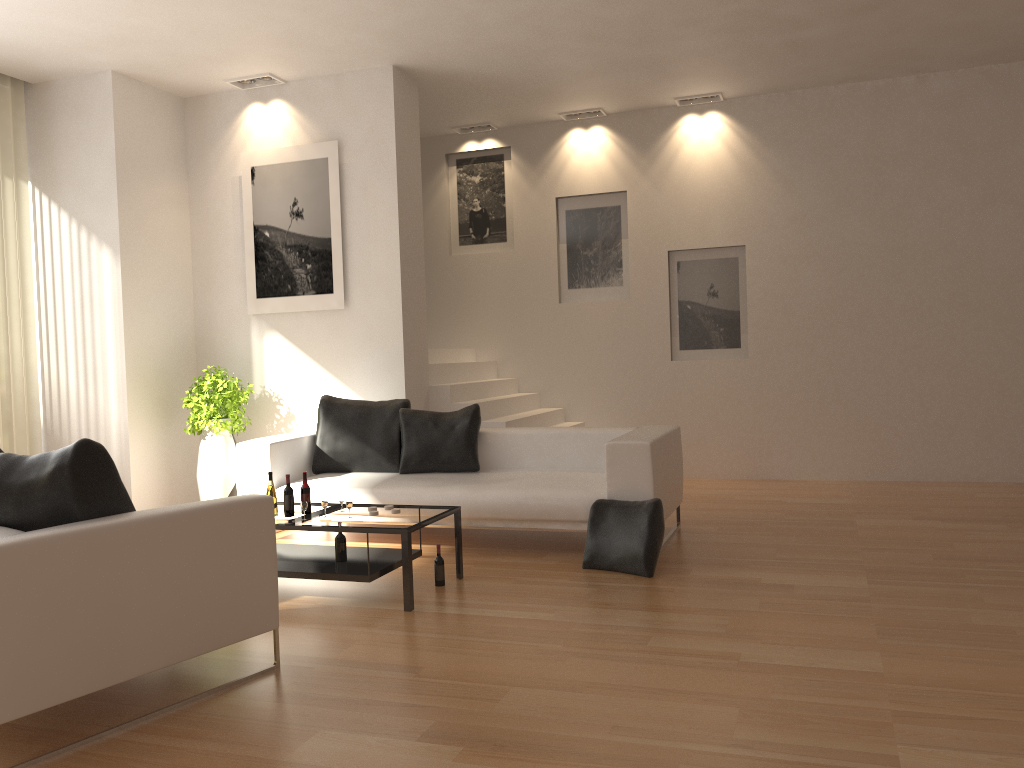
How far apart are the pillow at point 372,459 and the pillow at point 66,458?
3.3m

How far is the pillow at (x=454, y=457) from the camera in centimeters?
659cm

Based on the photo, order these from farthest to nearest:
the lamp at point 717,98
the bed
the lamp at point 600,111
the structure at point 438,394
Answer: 1. the lamp at point 600,111
2. the lamp at point 717,98
3. the structure at point 438,394
4. the bed

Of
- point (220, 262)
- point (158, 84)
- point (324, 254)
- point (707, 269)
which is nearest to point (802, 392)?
point (707, 269)

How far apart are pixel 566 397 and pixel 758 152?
3.1m

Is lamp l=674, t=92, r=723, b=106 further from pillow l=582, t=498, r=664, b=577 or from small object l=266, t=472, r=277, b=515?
small object l=266, t=472, r=277, b=515

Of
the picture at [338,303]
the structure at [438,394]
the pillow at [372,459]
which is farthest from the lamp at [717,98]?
the pillow at [372,459]

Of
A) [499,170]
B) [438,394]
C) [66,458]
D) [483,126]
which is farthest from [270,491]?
[483,126]

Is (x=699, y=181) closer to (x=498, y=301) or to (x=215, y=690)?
(x=498, y=301)

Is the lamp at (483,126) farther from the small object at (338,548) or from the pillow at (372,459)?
the small object at (338,548)
